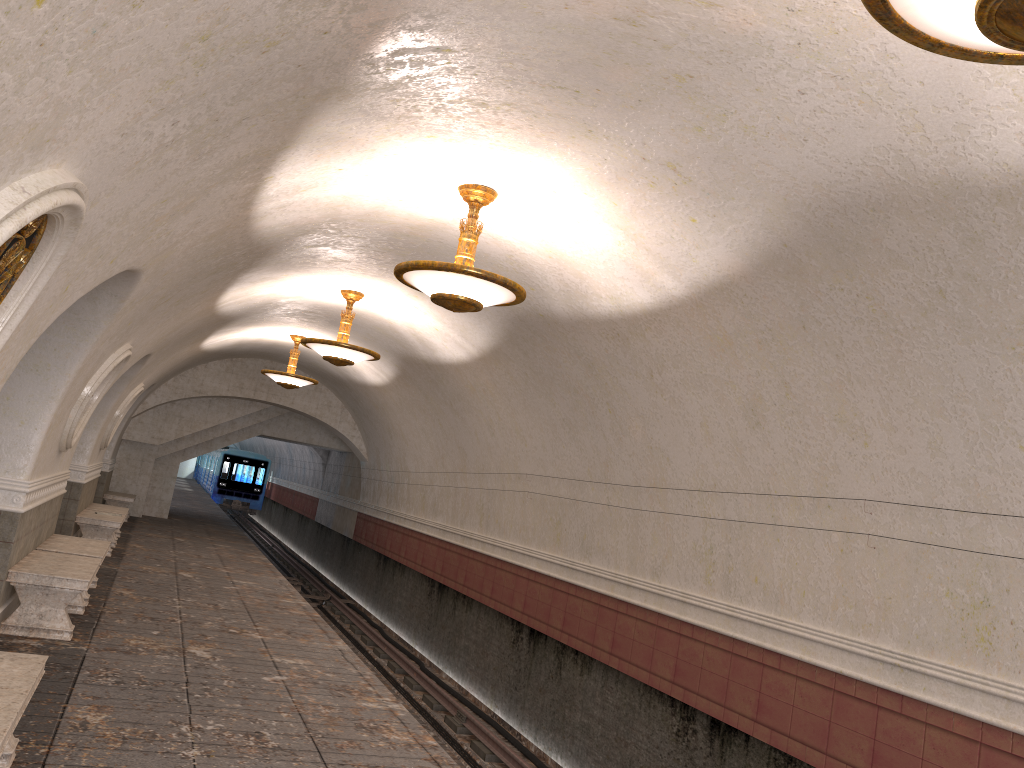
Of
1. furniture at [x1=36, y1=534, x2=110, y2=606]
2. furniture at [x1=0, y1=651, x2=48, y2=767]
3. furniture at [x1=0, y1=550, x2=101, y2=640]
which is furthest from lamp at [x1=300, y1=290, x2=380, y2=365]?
furniture at [x1=0, y1=651, x2=48, y2=767]

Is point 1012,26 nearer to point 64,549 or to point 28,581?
point 28,581

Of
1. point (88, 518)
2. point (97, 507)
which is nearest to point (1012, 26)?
point (88, 518)

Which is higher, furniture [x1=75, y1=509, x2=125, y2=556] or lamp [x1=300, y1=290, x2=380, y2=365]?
lamp [x1=300, y1=290, x2=380, y2=365]

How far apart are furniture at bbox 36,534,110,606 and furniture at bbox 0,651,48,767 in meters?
4.6

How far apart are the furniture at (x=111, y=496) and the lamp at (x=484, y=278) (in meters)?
14.25

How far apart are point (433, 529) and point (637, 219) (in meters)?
10.18

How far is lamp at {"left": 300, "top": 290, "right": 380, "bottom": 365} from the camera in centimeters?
1073cm

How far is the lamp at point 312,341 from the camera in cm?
1073

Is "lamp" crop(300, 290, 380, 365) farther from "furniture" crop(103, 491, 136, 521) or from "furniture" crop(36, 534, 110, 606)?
"furniture" crop(103, 491, 136, 521)
